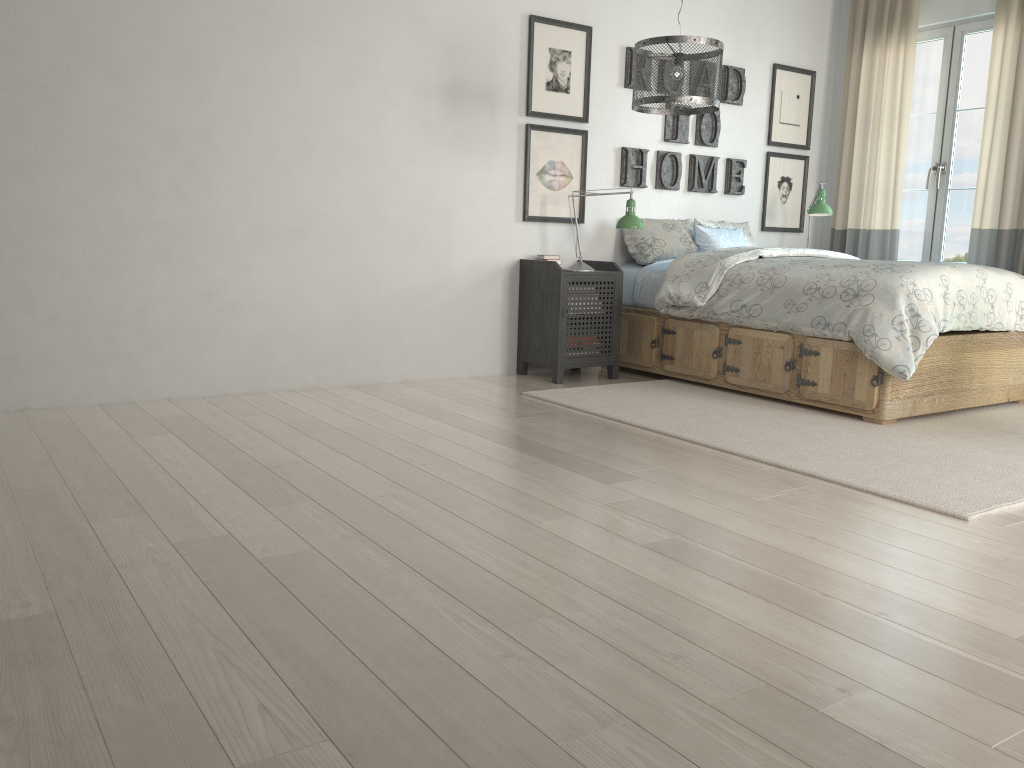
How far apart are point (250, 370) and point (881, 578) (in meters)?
3.00

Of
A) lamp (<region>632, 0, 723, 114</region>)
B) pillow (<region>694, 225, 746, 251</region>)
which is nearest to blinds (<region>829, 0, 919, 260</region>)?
pillow (<region>694, 225, 746, 251</region>)

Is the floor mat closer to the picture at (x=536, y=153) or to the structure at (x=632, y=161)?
the picture at (x=536, y=153)

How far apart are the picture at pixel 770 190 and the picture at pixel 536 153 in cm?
156

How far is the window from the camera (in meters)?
5.40

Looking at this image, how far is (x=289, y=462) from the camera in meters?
2.9 m

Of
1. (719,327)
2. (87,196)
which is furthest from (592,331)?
(87,196)

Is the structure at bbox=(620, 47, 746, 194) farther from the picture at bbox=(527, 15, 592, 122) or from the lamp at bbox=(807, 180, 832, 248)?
the lamp at bbox=(807, 180, 832, 248)

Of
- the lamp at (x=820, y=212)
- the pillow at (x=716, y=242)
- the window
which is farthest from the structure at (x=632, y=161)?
the window

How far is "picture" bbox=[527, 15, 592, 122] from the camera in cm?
476
